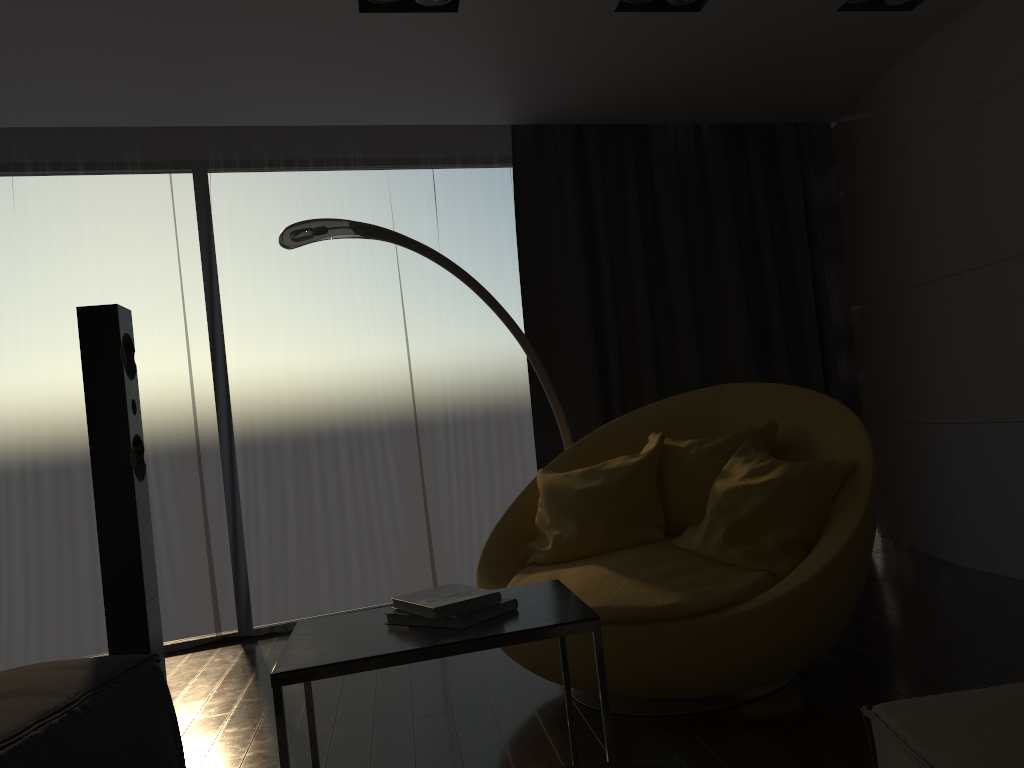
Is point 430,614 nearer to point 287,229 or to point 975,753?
point 975,753

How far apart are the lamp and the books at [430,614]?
1.7 meters

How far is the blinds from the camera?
4.51m

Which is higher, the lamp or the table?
the lamp

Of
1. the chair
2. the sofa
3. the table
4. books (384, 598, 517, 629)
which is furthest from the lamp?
the sofa

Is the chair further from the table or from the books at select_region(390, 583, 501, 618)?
the books at select_region(390, 583, 501, 618)

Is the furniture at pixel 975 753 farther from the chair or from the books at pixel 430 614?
the chair

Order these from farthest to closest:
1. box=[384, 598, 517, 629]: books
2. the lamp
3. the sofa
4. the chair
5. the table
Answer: the lamp < the chair < box=[384, 598, 517, 629]: books < the table < the sofa

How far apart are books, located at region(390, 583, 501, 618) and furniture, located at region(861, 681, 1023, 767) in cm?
72

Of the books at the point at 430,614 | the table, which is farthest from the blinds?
the books at the point at 430,614
